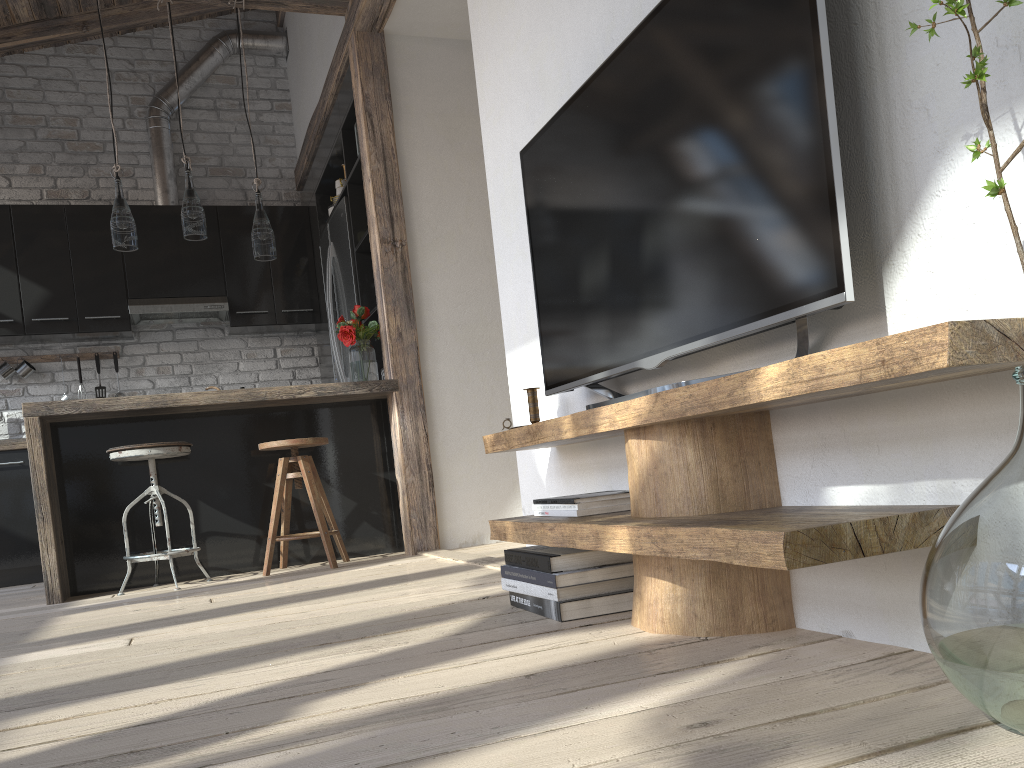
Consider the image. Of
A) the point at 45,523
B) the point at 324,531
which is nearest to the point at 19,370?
the point at 45,523

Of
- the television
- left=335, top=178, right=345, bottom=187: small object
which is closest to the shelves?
the television

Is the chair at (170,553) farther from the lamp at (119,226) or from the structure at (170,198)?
the structure at (170,198)

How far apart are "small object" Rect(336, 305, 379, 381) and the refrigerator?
0.38m

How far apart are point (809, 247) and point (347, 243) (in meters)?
3.92

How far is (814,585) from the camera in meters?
1.5 m

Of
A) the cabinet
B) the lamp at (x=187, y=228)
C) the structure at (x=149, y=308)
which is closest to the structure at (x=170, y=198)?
the cabinet

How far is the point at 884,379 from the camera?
1.1m

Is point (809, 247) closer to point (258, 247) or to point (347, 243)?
point (258, 247)

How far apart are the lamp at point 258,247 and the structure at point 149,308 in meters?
1.7 m
